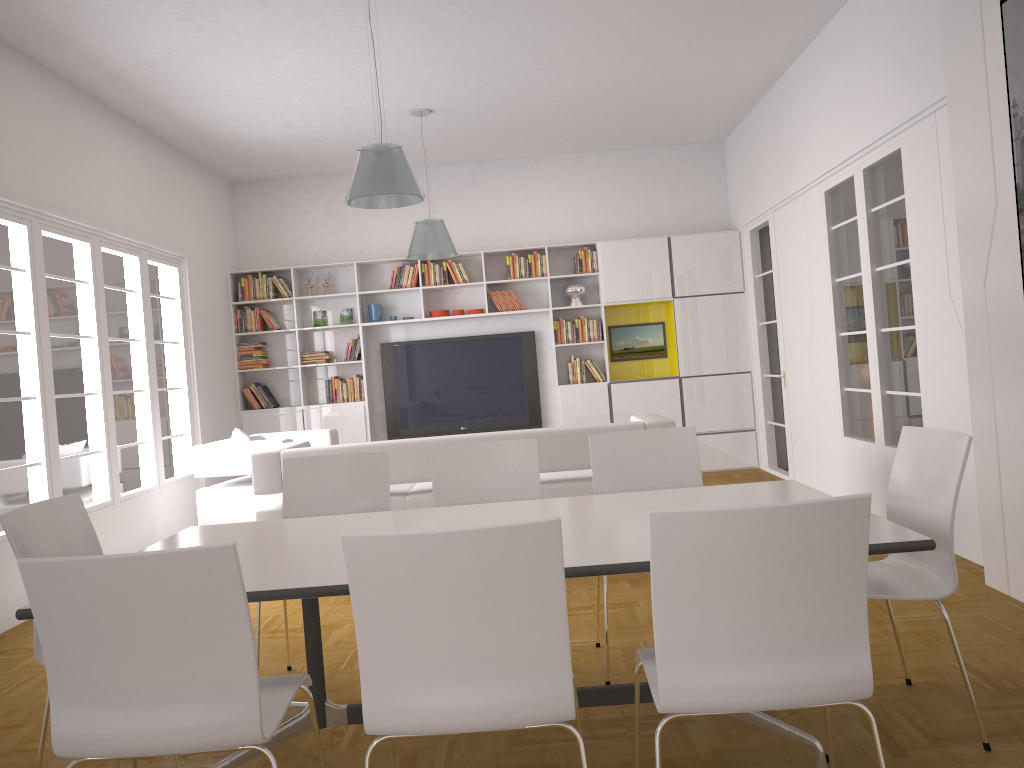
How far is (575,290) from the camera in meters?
9.2 m

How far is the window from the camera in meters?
5.4

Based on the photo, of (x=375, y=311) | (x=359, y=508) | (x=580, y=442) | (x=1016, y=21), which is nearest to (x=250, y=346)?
(x=375, y=311)

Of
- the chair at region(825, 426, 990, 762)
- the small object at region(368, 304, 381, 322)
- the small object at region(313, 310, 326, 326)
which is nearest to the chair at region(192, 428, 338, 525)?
the small object at region(368, 304, 381, 322)

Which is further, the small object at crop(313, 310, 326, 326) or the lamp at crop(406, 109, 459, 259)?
the small object at crop(313, 310, 326, 326)

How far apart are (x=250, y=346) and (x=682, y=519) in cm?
812

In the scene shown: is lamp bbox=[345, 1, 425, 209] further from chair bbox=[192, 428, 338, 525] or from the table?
chair bbox=[192, 428, 338, 525]

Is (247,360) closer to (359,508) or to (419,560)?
(359,508)

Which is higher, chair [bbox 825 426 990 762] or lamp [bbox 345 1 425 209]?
lamp [bbox 345 1 425 209]

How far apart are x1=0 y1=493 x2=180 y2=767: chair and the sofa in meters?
2.3
